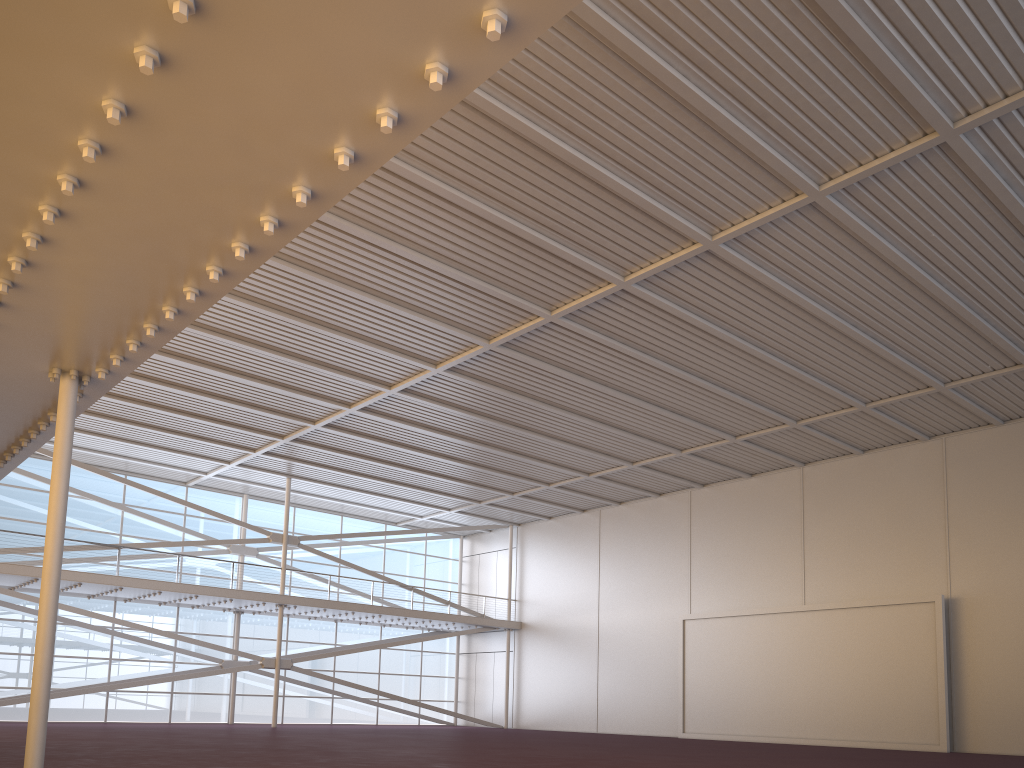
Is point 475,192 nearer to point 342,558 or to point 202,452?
point 202,452
